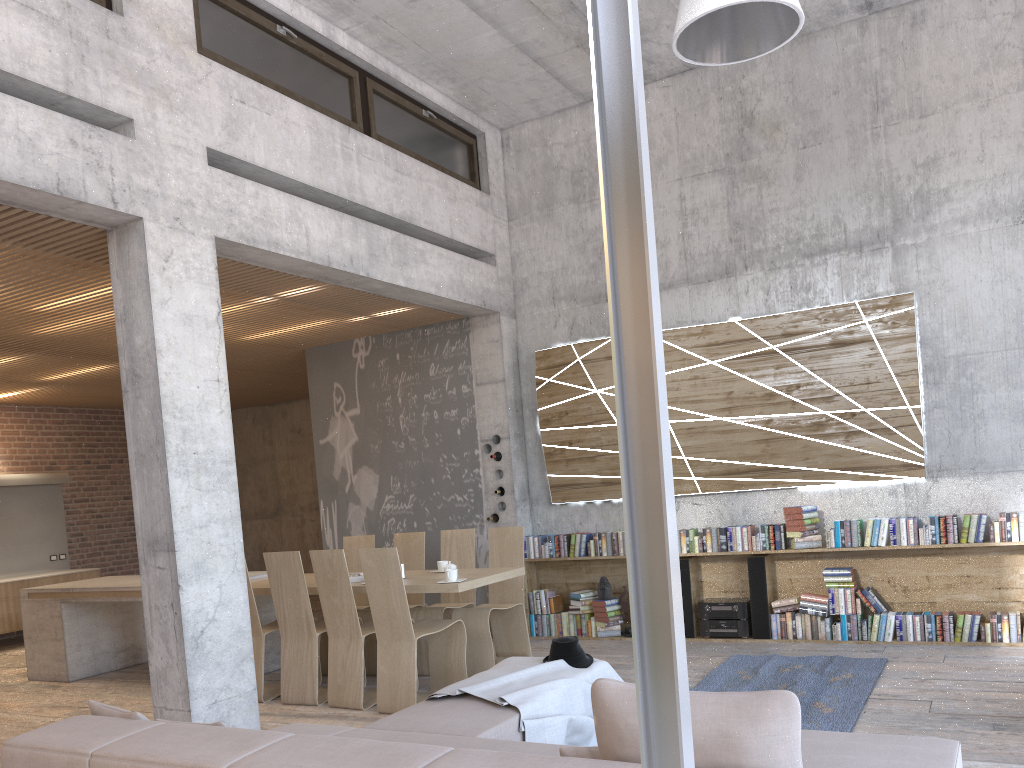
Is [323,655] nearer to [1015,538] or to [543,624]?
[543,624]

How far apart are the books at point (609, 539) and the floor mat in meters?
1.7

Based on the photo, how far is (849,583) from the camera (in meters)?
7.16

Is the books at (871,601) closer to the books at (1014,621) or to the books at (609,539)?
the books at (1014,621)

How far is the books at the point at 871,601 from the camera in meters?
7.0 m

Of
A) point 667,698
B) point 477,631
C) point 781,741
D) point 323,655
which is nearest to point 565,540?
point 477,631

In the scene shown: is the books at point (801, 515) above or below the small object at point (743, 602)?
above

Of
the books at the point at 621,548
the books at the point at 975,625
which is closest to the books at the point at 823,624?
the books at the point at 975,625

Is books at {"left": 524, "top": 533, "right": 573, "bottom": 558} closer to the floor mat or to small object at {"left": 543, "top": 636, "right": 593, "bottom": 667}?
the floor mat

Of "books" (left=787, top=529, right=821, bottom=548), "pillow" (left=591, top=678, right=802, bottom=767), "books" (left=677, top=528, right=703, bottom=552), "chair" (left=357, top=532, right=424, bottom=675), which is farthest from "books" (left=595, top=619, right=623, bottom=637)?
"pillow" (left=591, top=678, right=802, bottom=767)
